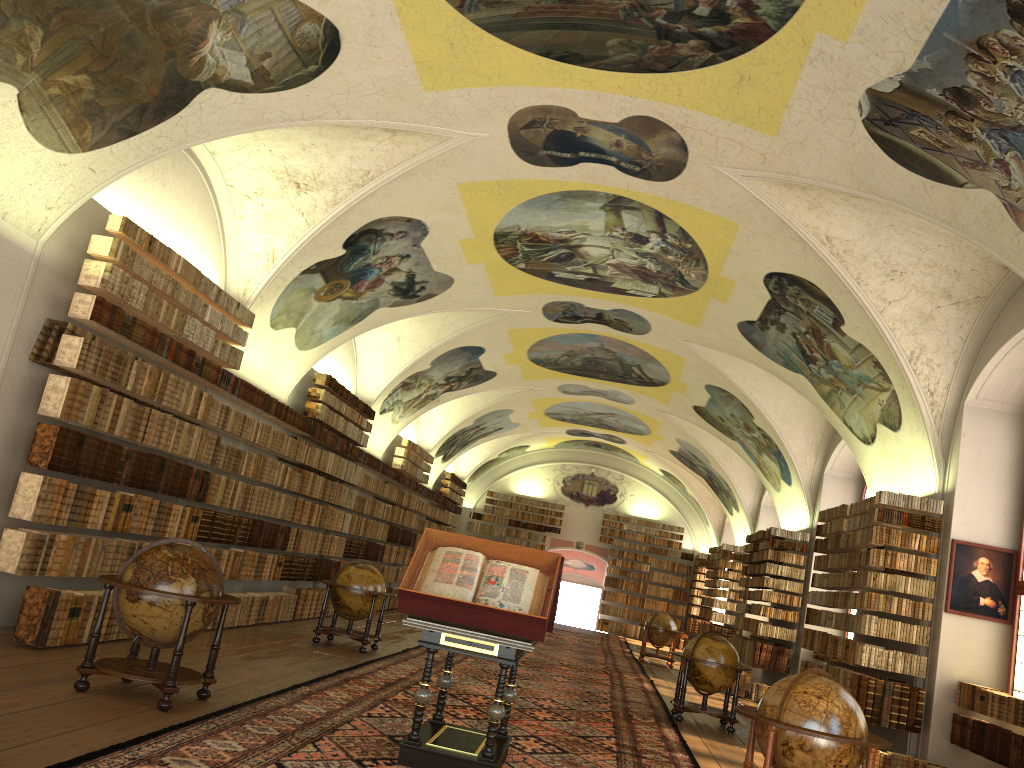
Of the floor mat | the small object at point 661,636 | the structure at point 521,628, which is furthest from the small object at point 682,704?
the small object at point 661,636

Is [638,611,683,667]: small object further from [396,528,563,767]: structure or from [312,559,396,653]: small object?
[396,528,563,767]: structure

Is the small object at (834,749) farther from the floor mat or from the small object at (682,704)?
the small object at (682,704)

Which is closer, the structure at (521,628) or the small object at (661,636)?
the structure at (521,628)

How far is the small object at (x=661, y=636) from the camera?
24.1 meters

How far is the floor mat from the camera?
6.75m

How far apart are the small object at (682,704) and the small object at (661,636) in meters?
10.0

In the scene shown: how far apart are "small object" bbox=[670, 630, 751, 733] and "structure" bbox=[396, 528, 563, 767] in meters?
5.7 m

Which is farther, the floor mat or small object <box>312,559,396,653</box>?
small object <box>312,559,396,653</box>

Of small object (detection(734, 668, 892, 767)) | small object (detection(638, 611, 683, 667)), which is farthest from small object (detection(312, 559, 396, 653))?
small object (detection(638, 611, 683, 667))
